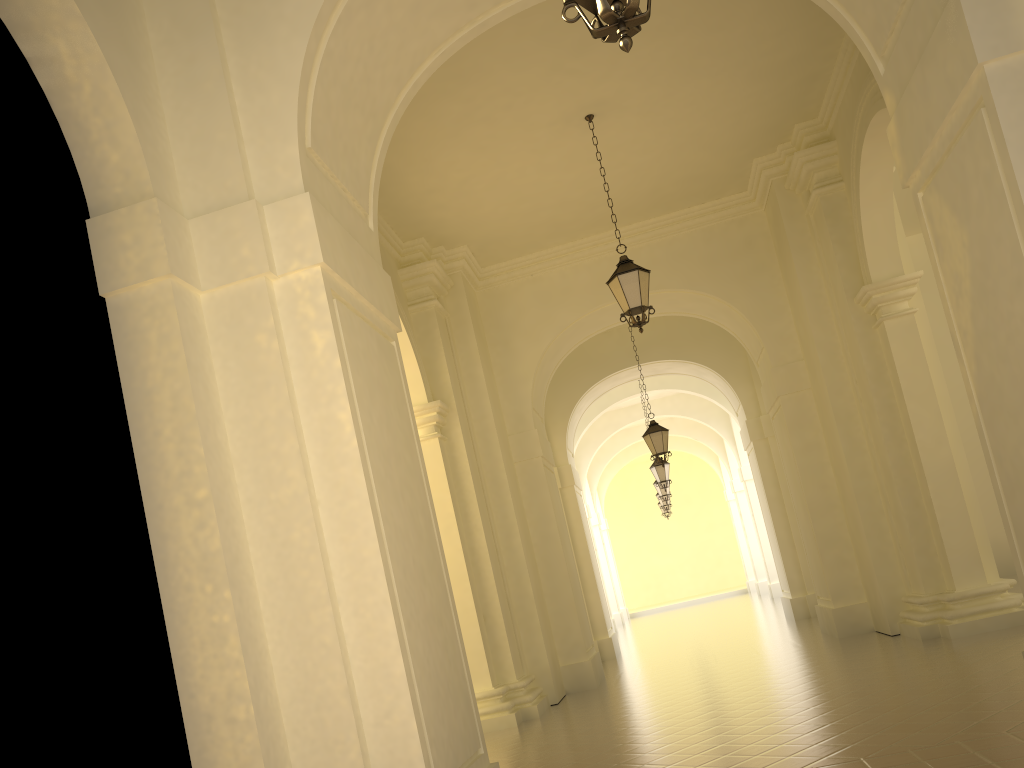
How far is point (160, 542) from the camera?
4.6m

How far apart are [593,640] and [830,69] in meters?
11.0 m

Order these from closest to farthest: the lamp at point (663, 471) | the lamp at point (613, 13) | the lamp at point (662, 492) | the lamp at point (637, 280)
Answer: the lamp at point (613, 13), the lamp at point (637, 280), the lamp at point (663, 471), the lamp at point (662, 492)

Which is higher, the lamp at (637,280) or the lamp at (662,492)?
the lamp at (637,280)

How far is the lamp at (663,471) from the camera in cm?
2063

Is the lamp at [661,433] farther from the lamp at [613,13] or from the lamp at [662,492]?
the lamp at [613,13]

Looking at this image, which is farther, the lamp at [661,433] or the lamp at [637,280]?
the lamp at [661,433]

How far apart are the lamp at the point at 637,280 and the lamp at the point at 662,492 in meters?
15.2 m

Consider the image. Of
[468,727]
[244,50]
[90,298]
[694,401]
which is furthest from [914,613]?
[694,401]

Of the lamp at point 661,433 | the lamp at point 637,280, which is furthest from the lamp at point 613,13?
the lamp at point 661,433
